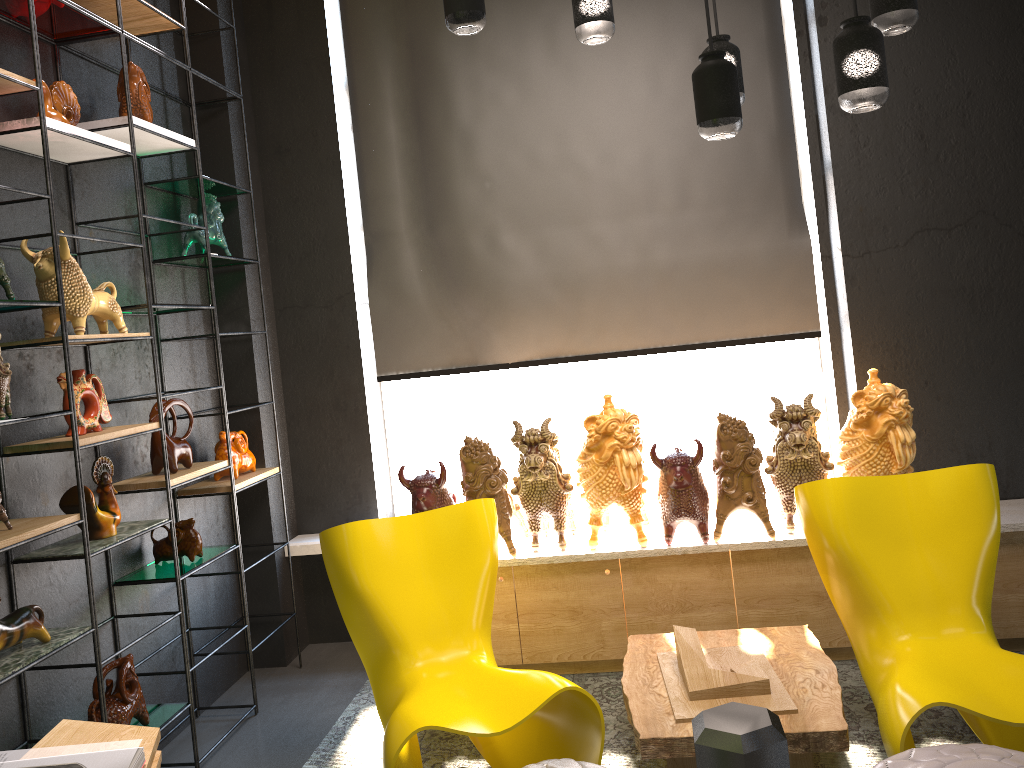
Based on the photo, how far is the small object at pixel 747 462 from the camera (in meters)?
3.60

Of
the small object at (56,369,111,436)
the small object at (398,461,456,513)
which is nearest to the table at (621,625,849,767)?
the small object at (398,461,456,513)

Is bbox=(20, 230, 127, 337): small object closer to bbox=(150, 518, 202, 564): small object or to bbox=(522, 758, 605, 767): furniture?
bbox=(150, 518, 202, 564): small object

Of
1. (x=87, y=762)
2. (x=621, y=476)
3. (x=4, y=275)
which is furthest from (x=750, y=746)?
(x=621, y=476)

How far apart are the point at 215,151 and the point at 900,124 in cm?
313

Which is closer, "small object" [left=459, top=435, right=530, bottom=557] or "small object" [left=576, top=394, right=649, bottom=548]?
"small object" [left=576, top=394, right=649, bottom=548]

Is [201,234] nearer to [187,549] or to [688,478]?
[187,549]

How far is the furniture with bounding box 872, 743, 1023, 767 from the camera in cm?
207

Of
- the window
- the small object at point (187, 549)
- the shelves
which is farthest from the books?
the window

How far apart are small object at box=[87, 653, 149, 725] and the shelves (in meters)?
0.03
